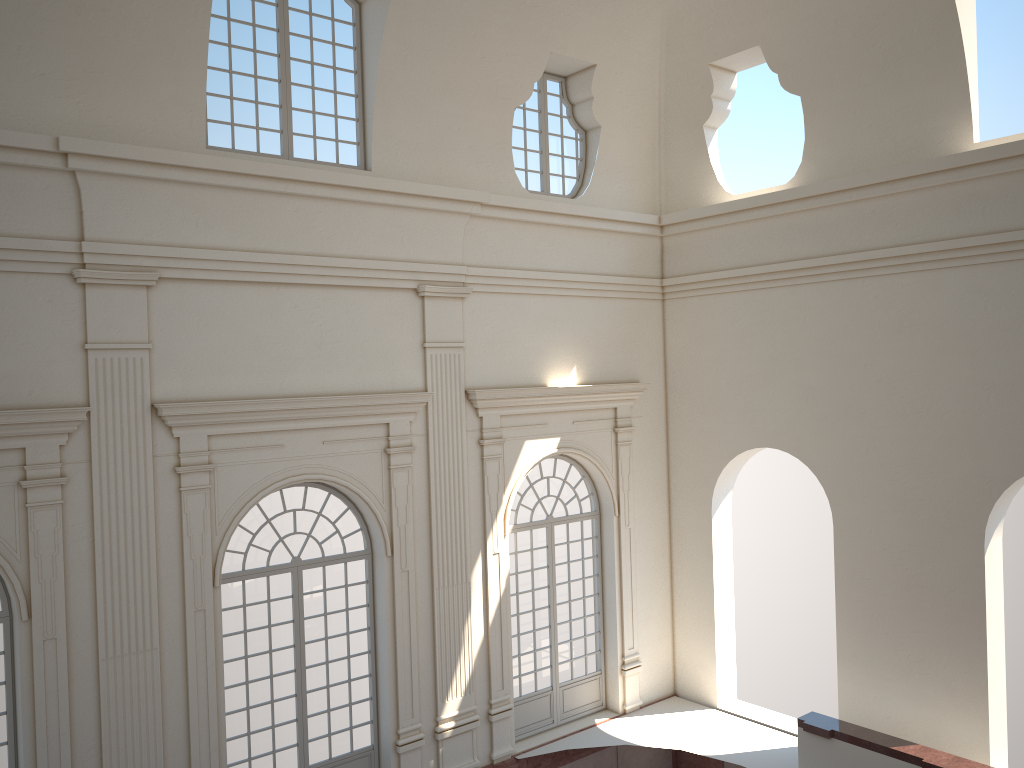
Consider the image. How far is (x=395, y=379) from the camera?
11.8 meters

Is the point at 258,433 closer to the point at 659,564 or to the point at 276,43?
the point at 276,43
